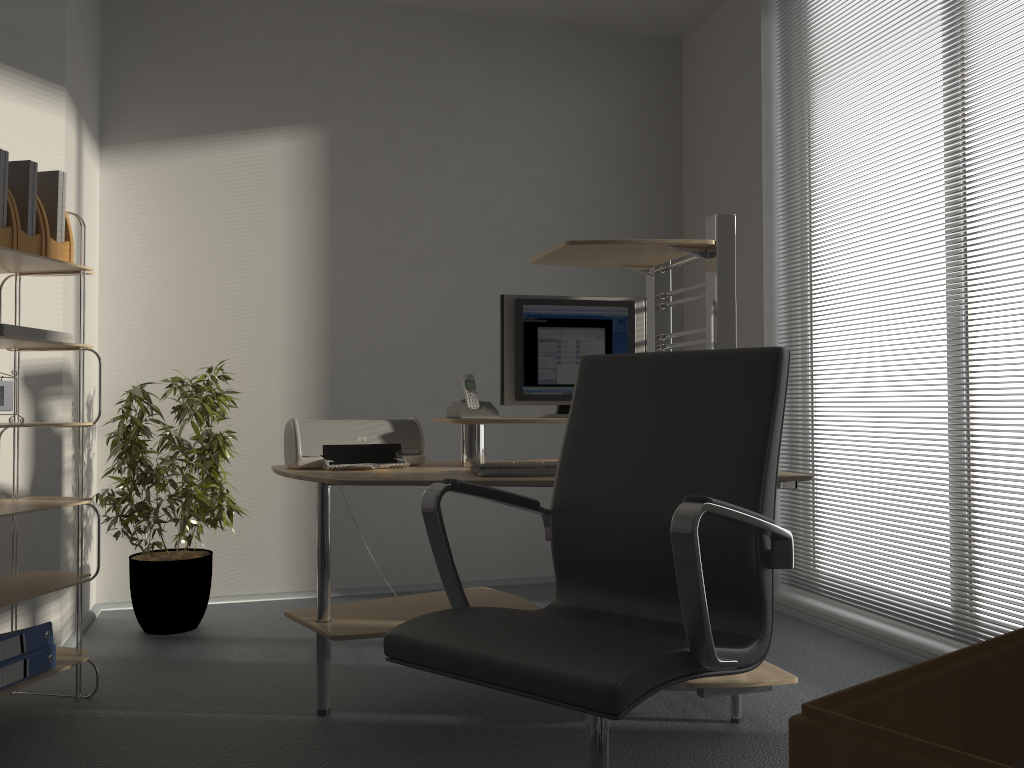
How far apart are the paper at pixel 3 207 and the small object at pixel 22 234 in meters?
0.1 m

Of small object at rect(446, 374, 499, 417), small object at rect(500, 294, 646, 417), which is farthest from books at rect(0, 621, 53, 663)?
small object at rect(500, 294, 646, 417)

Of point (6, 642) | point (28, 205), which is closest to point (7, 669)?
point (6, 642)

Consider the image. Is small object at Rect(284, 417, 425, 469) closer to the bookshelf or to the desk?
the desk

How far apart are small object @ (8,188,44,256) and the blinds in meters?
3.1 m

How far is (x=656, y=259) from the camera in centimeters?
320cm

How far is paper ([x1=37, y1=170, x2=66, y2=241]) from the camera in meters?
2.8

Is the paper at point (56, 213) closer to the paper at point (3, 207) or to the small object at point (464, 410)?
the paper at point (3, 207)

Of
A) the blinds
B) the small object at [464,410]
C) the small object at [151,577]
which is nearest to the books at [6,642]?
the small object at [151,577]

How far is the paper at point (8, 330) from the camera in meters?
2.6 m
